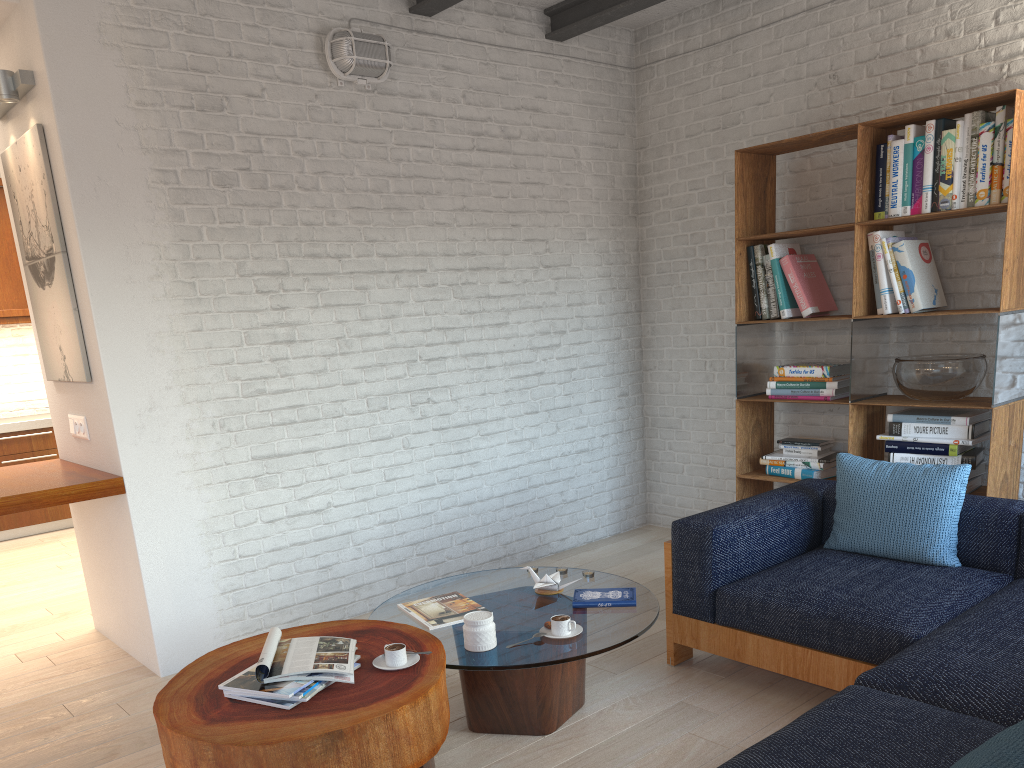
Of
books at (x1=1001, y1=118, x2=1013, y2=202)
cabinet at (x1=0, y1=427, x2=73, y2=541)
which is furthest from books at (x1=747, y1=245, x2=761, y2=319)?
cabinet at (x1=0, y1=427, x2=73, y2=541)

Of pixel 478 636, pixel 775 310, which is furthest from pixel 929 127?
pixel 478 636

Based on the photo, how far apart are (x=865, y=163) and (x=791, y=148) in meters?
0.5

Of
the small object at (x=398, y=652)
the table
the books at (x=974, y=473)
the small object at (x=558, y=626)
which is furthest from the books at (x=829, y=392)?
the small object at (x=398, y=652)

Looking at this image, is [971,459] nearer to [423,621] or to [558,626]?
[558,626]

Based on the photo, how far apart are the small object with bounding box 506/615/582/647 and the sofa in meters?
0.7

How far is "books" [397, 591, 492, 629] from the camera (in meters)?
3.04

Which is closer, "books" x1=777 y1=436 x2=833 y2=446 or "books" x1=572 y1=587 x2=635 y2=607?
"books" x1=572 y1=587 x2=635 y2=607

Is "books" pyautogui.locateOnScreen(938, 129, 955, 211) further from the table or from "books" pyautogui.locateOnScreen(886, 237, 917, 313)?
the table

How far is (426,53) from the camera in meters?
4.6 m
